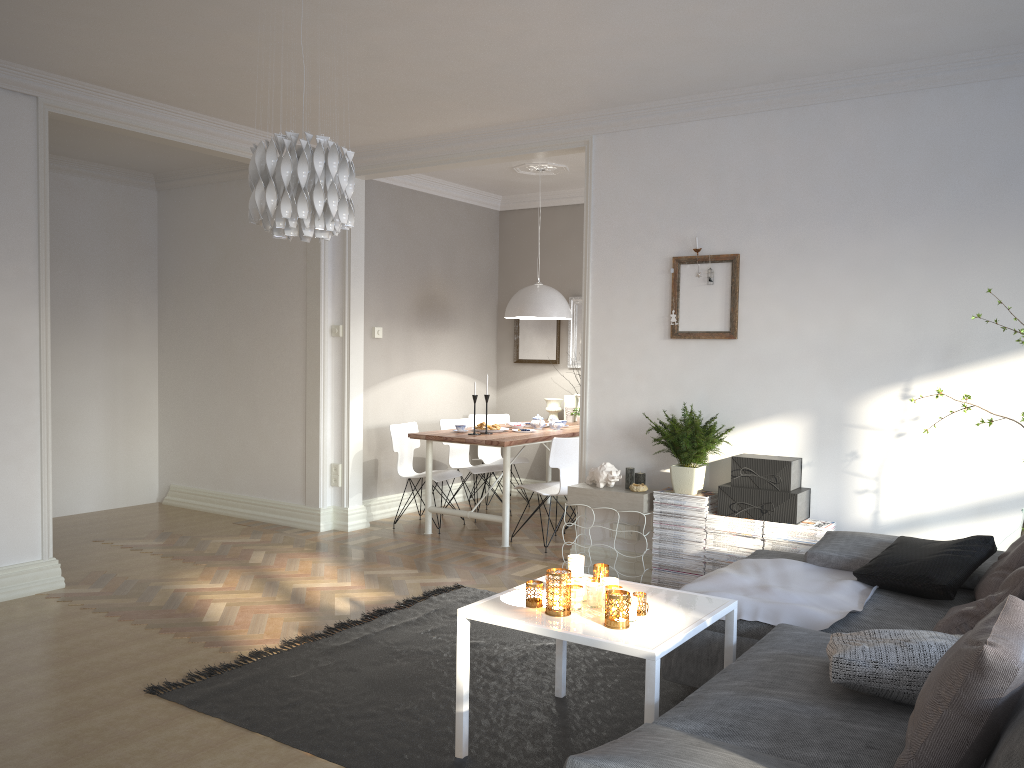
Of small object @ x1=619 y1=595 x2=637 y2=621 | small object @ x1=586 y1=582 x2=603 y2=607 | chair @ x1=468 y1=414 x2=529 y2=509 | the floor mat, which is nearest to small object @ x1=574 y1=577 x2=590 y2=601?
small object @ x1=586 y1=582 x2=603 y2=607

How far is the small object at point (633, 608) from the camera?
2.8 meters

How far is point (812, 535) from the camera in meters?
4.4

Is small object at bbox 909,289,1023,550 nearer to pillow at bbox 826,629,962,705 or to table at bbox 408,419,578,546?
pillow at bbox 826,629,962,705

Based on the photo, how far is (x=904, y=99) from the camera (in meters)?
4.40

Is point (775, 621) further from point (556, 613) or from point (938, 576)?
point (556, 613)

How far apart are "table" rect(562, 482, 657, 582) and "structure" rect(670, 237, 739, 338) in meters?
0.9 m

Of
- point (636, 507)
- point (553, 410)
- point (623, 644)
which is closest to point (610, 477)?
point (636, 507)

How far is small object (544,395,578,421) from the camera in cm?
778

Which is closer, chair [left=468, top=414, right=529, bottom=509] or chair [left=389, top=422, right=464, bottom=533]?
chair [left=389, top=422, right=464, bottom=533]
